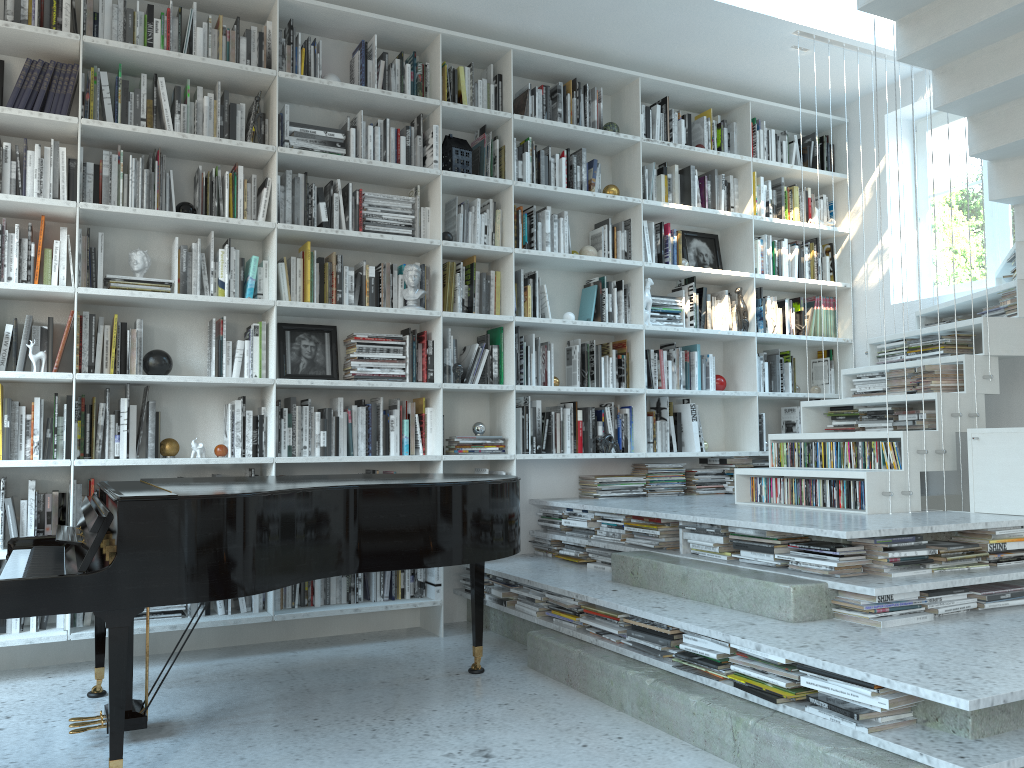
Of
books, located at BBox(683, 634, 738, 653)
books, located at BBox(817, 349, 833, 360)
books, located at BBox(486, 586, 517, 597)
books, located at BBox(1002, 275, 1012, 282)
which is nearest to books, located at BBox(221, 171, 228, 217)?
books, located at BBox(486, 586, 517, 597)

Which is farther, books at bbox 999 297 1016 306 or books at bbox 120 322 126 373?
books at bbox 999 297 1016 306

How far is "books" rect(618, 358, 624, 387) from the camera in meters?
5.1 m

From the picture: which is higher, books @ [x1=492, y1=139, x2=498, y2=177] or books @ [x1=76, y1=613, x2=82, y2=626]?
books @ [x1=492, y1=139, x2=498, y2=177]

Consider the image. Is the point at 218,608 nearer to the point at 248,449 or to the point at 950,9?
the point at 248,449

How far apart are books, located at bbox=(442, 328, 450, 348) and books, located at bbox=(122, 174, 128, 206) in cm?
166

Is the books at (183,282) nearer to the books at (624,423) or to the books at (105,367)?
the books at (105,367)

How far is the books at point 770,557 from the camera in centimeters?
341cm

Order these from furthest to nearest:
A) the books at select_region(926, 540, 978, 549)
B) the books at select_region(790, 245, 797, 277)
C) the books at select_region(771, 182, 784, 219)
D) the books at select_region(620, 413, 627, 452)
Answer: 1. the books at select_region(790, 245, 797, 277)
2. the books at select_region(771, 182, 784, 219)
3. the books at select_region(620, 413, 627, 452)
4. the books at select_region(926, 540, 978, 549)

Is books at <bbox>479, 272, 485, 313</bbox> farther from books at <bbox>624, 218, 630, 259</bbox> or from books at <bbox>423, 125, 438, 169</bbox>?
books at <bbox>624, 218, 630, 259</bbox>
